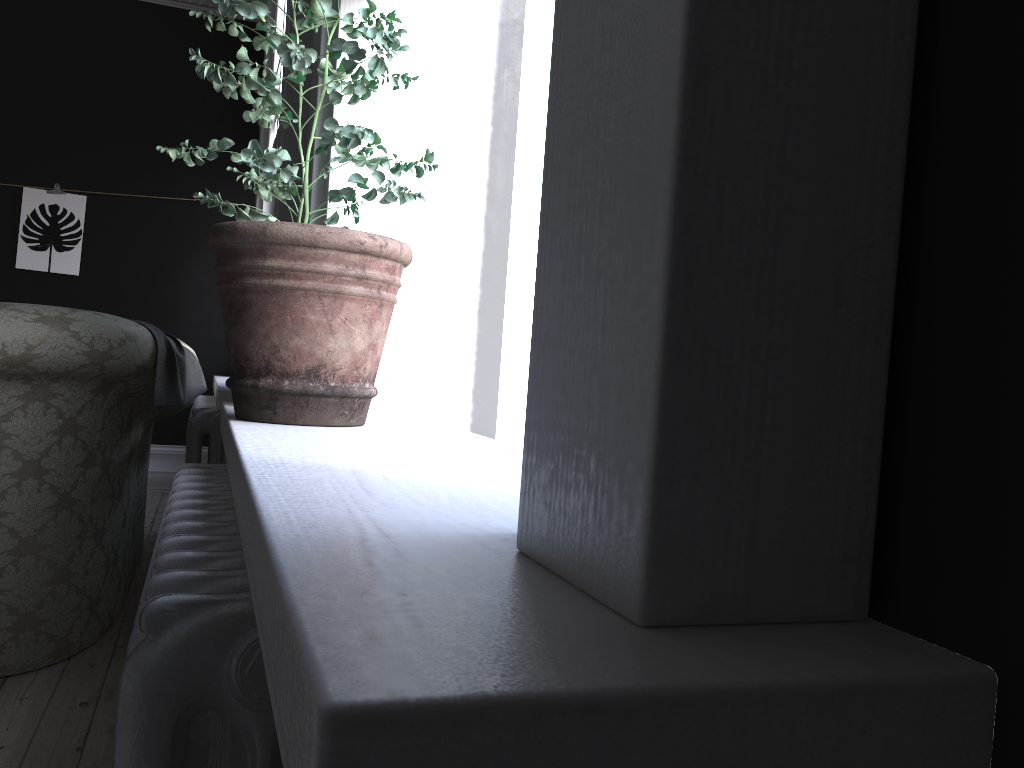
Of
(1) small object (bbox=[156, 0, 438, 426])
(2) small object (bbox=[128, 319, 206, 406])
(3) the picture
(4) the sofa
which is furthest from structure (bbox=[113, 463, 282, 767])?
(3) the picture

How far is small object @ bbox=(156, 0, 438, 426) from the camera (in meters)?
1.50

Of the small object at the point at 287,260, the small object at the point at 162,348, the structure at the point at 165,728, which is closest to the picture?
the small object at the point at 162,348

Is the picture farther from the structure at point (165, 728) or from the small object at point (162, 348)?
the structure at point (165, 728)

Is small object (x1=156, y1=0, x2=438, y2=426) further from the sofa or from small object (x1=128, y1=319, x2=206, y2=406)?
small object (x1=128, y1=319, x2=206, y2=406)

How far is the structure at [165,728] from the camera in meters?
0.7 m

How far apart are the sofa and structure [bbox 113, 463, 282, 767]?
1.1m

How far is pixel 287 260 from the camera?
1.50m

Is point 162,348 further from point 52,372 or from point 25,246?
point 25,246

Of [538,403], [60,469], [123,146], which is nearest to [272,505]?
[538,403]
